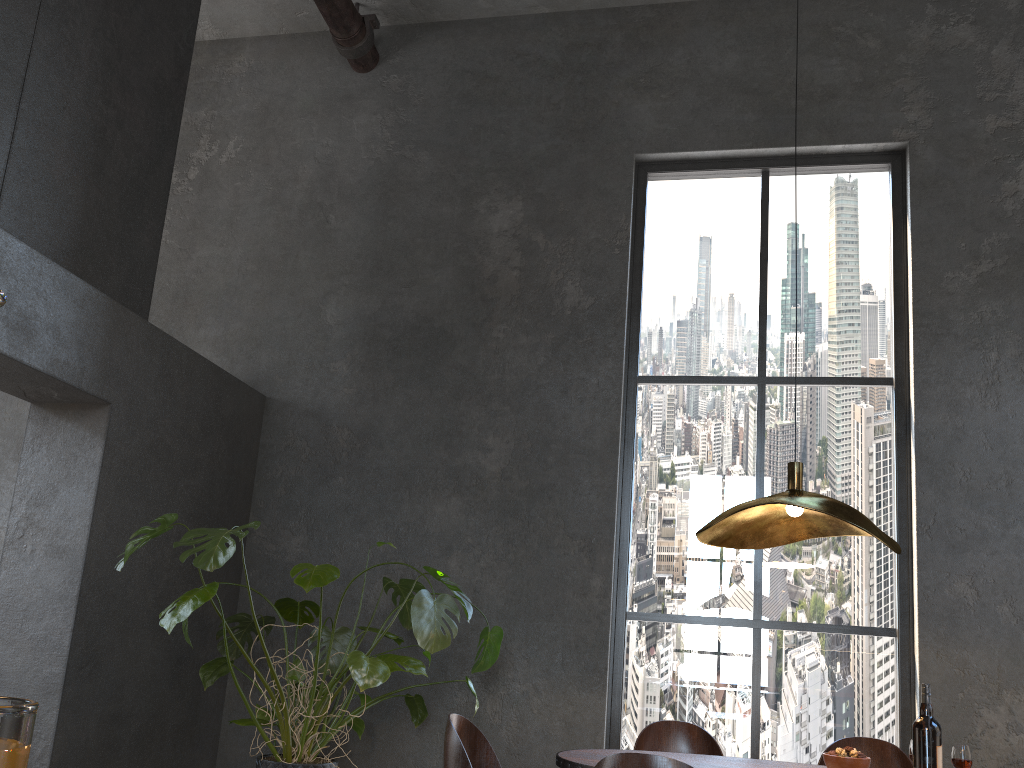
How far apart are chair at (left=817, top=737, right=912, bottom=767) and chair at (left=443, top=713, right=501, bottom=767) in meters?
1.3

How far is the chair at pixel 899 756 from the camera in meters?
3.2

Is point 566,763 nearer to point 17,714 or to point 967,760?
point 967,760

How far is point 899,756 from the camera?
3.2 meters

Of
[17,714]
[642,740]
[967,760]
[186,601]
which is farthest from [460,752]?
[17,714]

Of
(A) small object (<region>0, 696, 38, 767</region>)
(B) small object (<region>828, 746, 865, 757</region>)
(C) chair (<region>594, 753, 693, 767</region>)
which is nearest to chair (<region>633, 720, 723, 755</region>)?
(B) small object (<region>828, 746, 865, 757</region>)

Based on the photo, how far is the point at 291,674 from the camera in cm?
389

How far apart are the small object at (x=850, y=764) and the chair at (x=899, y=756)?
0.74m

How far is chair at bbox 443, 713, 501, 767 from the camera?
2.67m

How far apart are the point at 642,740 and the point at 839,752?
0.9 meters
